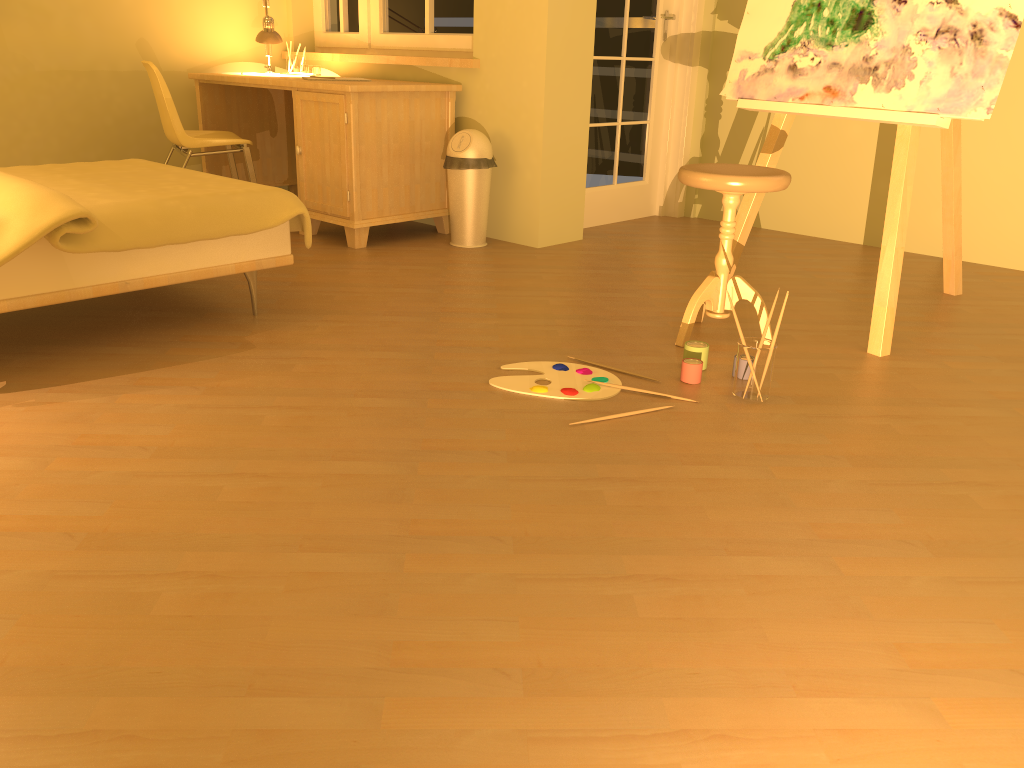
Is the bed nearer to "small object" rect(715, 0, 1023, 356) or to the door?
"small object" rect(715, 0, 1023, 356)

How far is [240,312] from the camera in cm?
307

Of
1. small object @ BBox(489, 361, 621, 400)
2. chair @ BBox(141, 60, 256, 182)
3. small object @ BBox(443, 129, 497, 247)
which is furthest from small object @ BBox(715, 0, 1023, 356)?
chair @ BBox(141, 60, 256, 182)

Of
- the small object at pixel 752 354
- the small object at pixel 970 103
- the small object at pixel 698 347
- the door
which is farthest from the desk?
the small object at pixel 752 354

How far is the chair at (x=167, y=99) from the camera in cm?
408

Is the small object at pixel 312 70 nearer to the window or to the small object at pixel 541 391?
the window

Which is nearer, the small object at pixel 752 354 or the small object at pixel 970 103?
the small object at pixel 752 354

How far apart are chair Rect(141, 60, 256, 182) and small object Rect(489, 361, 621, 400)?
2.3m

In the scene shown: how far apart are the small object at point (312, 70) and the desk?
0.1 meters

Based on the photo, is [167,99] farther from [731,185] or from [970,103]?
[970,103]
